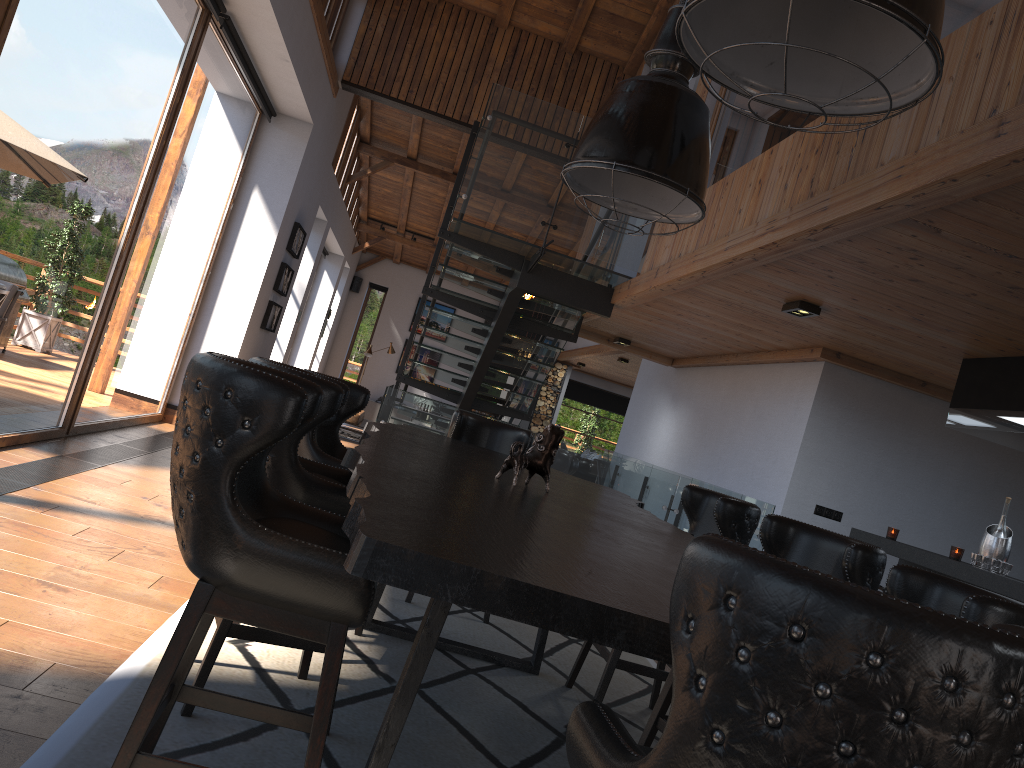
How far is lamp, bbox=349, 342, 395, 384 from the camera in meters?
18.3 m

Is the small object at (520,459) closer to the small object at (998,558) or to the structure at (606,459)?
the small object at (998,558)

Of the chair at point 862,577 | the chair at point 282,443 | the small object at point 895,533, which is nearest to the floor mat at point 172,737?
the chair at point 282,443

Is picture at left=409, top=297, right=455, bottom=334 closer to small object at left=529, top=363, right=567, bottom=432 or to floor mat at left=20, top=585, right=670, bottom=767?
small object at left=529, top=363, right=567, bottom=432

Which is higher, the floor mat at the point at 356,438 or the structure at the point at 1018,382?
the structure at the point at 1018,382

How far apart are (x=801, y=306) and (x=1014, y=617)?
3.7m

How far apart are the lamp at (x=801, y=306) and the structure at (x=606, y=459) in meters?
1.6

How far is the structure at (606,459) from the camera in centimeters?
687cm

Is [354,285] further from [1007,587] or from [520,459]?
[520,459]

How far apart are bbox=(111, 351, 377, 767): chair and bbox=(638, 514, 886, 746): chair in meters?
1.4
